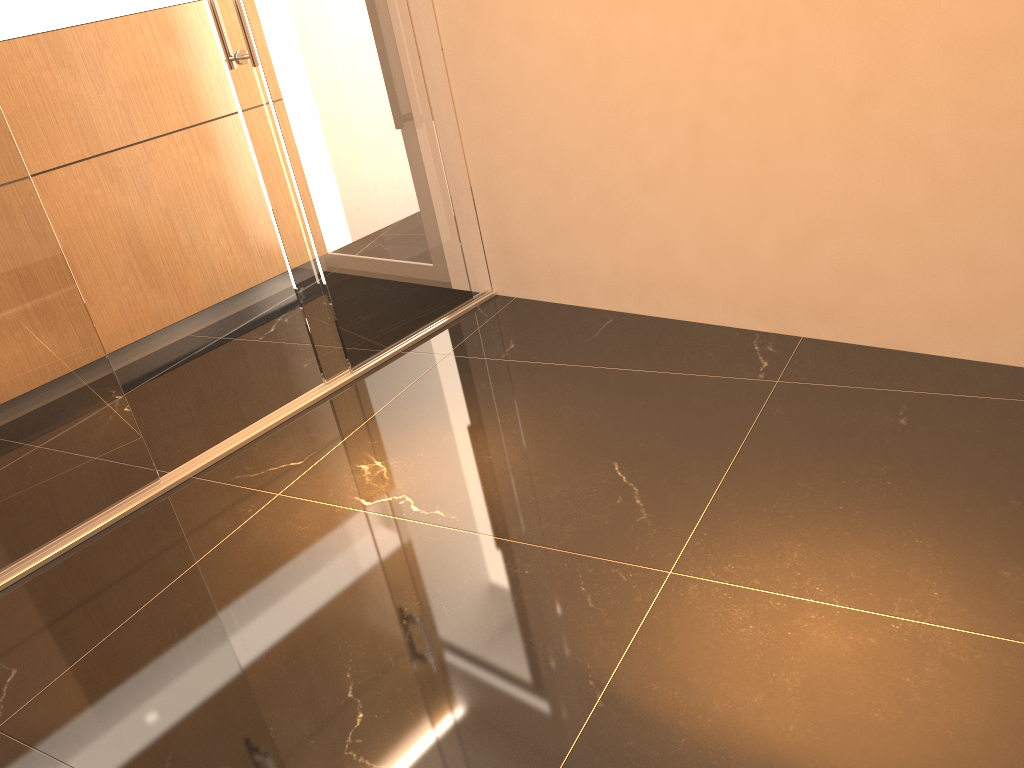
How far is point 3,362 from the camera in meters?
2.6

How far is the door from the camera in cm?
259

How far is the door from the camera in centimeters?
259cm

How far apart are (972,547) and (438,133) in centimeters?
256cm
